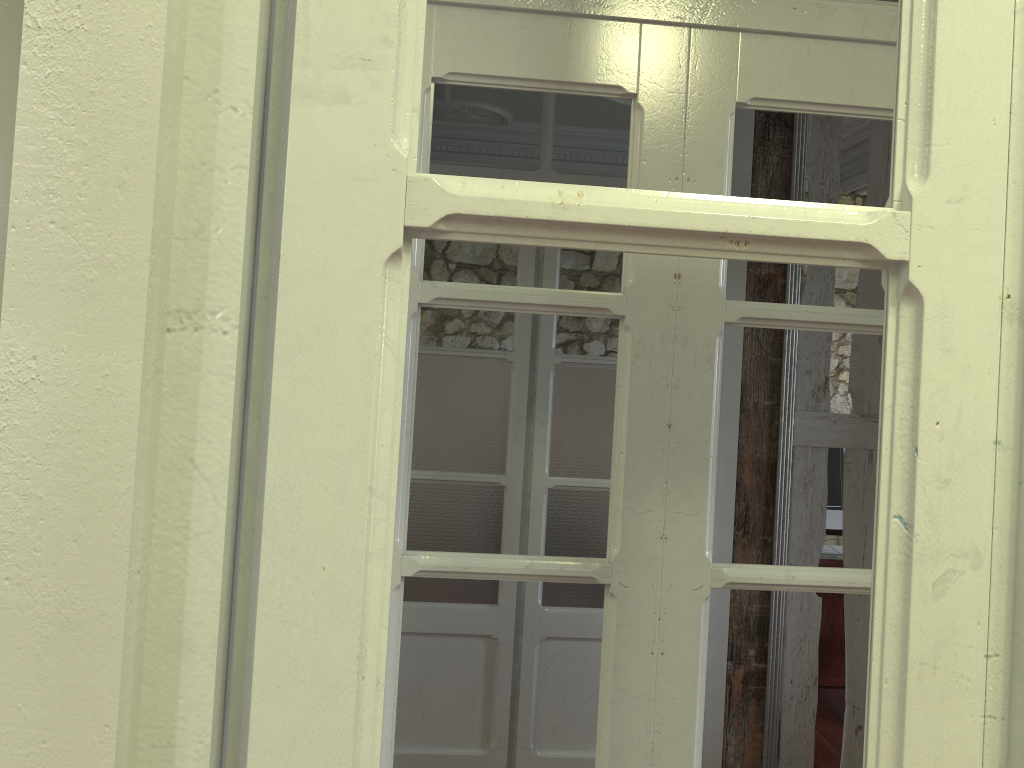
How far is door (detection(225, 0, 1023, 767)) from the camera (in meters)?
0.56

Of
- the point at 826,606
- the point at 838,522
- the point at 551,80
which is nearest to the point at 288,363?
the point at 551,80

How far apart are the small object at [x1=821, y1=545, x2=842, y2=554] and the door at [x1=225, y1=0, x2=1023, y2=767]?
3.58m

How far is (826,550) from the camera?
4.0m

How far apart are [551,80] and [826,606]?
3.7 meters

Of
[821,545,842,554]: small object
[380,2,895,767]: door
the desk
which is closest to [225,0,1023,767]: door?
[380,2,895,767]: door

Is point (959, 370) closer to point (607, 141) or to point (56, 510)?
point (56, 510)

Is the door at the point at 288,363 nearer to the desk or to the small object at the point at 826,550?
the desk

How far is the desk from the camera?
4.4 meters

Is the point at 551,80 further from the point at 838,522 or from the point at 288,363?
the point at 838,522
